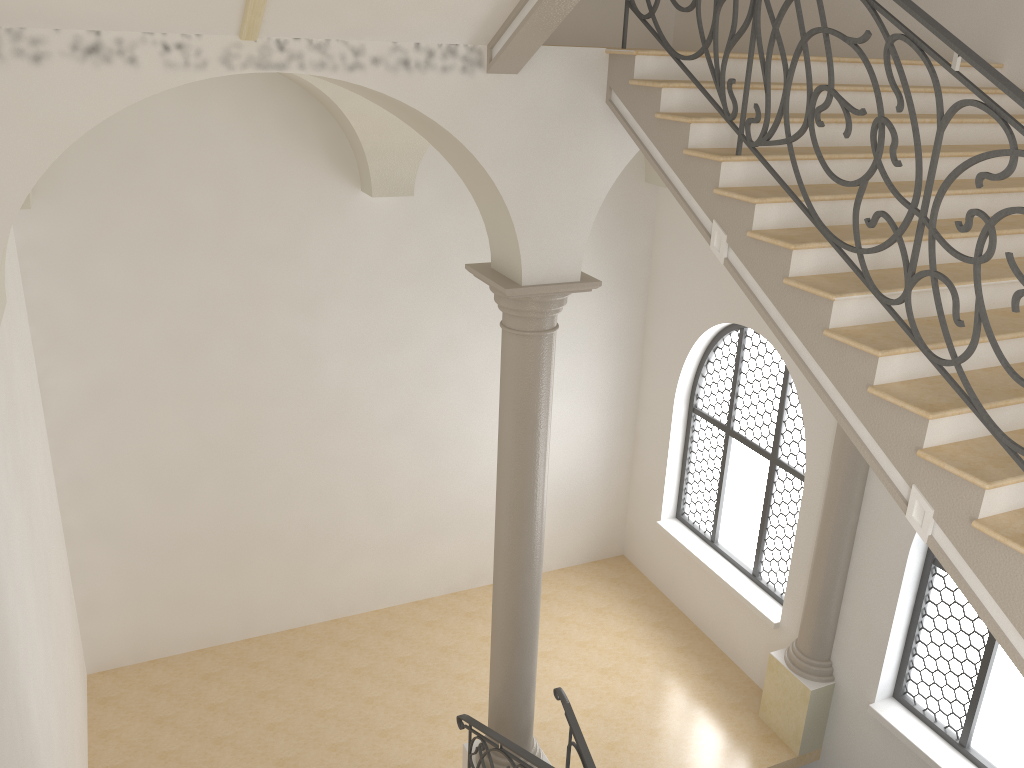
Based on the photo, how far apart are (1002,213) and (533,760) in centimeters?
445cm

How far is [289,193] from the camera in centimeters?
854cm

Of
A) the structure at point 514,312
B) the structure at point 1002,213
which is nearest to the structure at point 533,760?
the structure at point 514,312

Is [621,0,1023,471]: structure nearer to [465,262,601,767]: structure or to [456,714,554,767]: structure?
[465,262,601,767]: structure

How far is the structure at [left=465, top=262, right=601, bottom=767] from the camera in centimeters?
585cm

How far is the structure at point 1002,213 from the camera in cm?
319

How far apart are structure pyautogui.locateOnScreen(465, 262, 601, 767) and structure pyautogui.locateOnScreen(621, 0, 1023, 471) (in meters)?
1.48

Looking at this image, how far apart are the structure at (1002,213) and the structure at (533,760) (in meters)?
3.72

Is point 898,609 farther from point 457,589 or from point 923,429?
point 457,589

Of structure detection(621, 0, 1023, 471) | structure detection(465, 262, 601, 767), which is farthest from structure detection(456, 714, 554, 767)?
structure detection(621, 0, 1023, 471)
